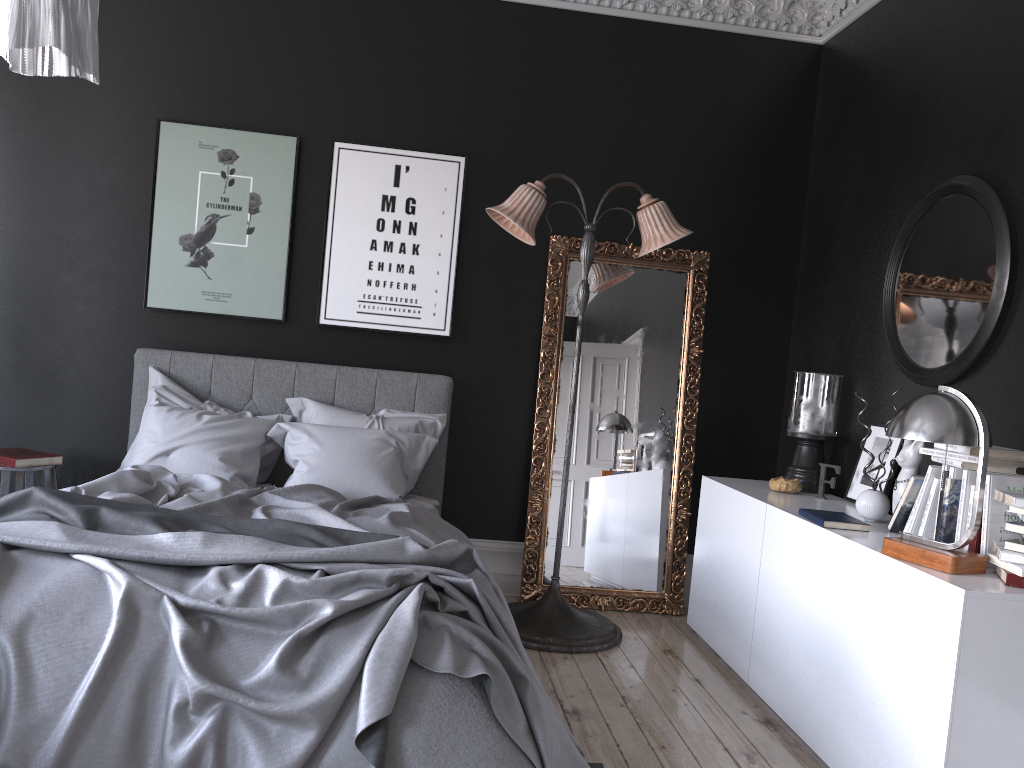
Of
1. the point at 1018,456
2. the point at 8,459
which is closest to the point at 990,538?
the point at 1018,456

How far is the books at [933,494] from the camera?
3.3m

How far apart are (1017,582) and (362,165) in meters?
3.9 m

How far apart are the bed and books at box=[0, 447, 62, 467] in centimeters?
49cm

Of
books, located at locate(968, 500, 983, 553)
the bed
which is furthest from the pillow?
books, located at locate(968, 500, 983, 553)

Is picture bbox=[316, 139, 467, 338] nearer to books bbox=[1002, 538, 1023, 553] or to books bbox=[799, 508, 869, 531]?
books bbox=[799, 508, 869, 531]

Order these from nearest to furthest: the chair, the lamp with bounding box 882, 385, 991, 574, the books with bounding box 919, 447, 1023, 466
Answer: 1. the lamp with bounding box 882, 385, 991, 574
2. the books with bounding box 919, 447, 1023, 466
3. the chair

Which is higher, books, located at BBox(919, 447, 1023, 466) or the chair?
books, located at BBox(919, 447, 1023, 466)

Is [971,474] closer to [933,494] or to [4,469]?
[933,494]

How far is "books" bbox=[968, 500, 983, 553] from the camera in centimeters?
300cm
